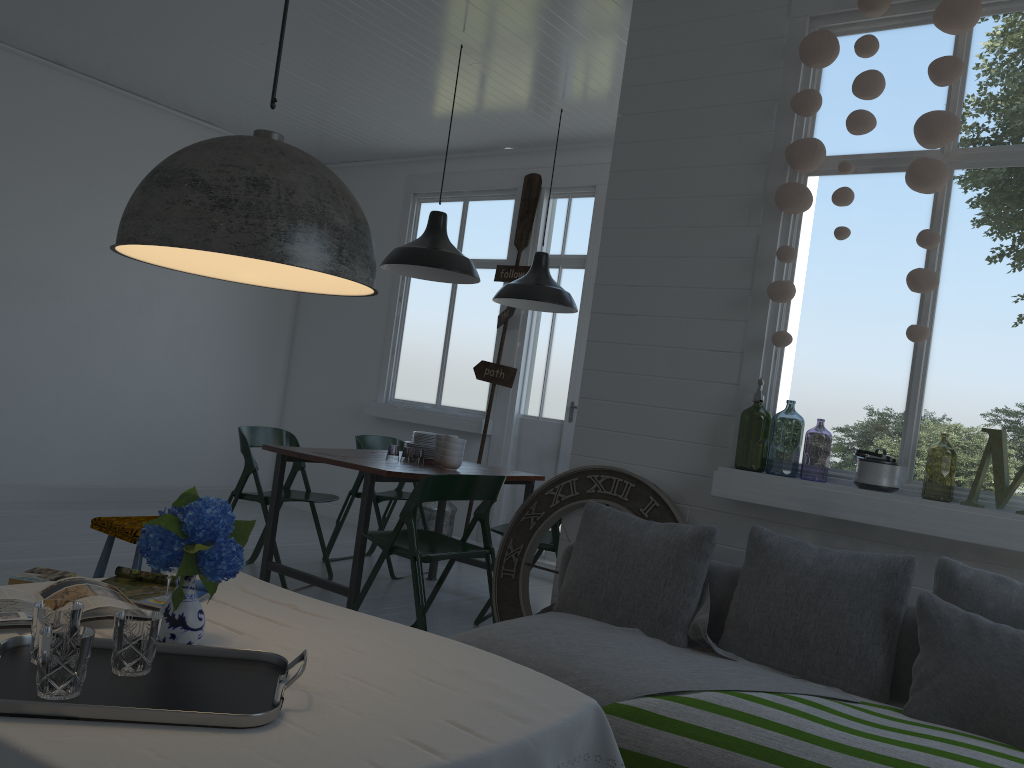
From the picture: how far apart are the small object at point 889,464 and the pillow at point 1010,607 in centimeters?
47cm

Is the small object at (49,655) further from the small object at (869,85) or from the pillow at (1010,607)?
the small object at (869,85)

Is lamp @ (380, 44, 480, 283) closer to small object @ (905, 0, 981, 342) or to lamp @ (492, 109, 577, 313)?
lamp @ (492, 109, 577, 313)

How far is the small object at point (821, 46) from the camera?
3.9m

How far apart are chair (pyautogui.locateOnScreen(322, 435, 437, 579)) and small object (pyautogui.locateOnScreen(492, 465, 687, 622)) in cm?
201

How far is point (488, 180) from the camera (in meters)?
8.19

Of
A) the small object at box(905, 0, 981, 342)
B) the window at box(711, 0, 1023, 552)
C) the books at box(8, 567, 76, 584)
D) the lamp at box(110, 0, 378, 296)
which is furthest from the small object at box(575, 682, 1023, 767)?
the books at box(8, 567, 76, 584)

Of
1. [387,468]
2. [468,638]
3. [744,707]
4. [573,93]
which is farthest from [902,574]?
[573,93]

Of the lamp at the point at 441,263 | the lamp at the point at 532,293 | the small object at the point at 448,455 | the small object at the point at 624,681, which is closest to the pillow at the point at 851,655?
the small object at the point at 624,681

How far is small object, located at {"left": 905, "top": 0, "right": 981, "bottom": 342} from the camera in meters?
3.5
